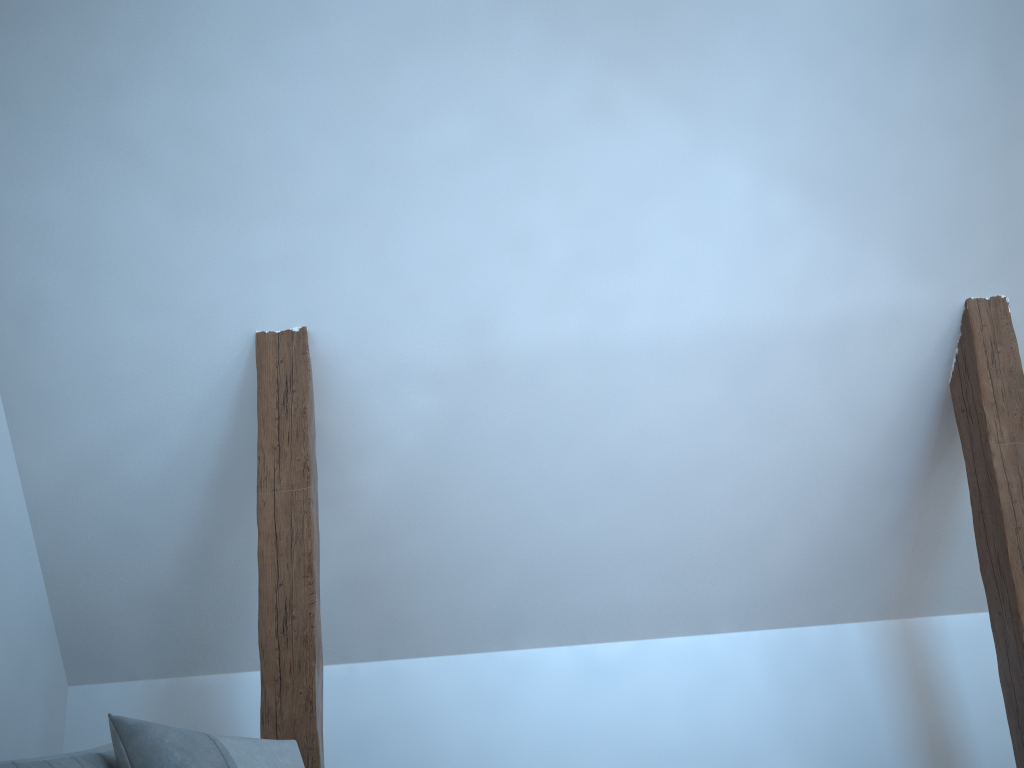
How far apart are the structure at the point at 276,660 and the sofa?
0.6m

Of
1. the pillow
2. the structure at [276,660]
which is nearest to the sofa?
the pillow

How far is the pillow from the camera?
1.65m

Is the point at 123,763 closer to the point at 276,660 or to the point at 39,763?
the point at 39,763

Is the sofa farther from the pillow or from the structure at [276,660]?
the structure at [276,660]

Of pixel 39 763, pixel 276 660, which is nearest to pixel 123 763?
pixel 39 763

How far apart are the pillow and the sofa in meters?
0.0

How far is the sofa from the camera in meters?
1.5 m

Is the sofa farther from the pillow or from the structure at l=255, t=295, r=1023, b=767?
the structure at l=255, t=295, r=1023, b=767

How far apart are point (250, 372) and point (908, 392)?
2.12m
